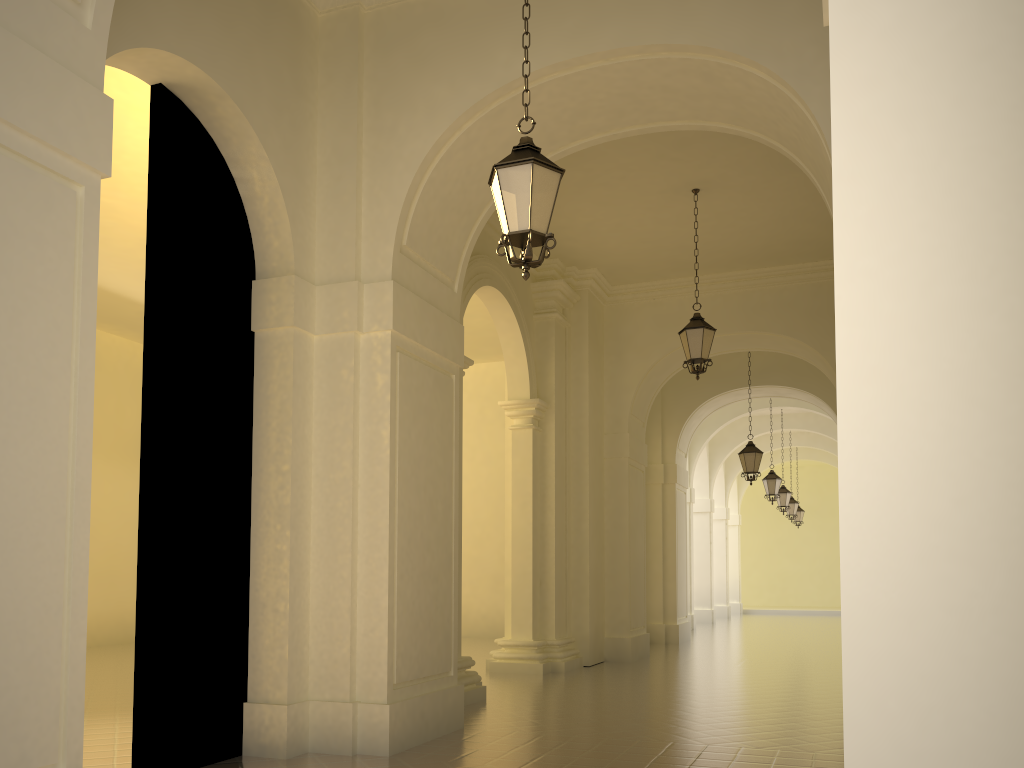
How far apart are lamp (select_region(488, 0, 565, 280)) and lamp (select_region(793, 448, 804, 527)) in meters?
29.2 m

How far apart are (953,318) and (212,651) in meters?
6.2

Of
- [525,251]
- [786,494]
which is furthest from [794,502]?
[525,251]

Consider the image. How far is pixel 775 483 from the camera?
21.9m

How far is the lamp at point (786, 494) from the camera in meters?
25.4 m

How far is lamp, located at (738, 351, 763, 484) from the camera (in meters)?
17.25

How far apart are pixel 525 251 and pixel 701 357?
6.55m

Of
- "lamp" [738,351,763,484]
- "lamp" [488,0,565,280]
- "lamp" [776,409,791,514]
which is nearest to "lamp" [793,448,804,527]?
"lamp" [776,409,791,514]

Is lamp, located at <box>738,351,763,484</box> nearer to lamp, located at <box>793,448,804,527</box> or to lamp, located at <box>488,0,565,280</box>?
lamp, located at <box>488,0,565,280</box>

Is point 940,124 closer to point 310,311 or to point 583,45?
point 583,45
